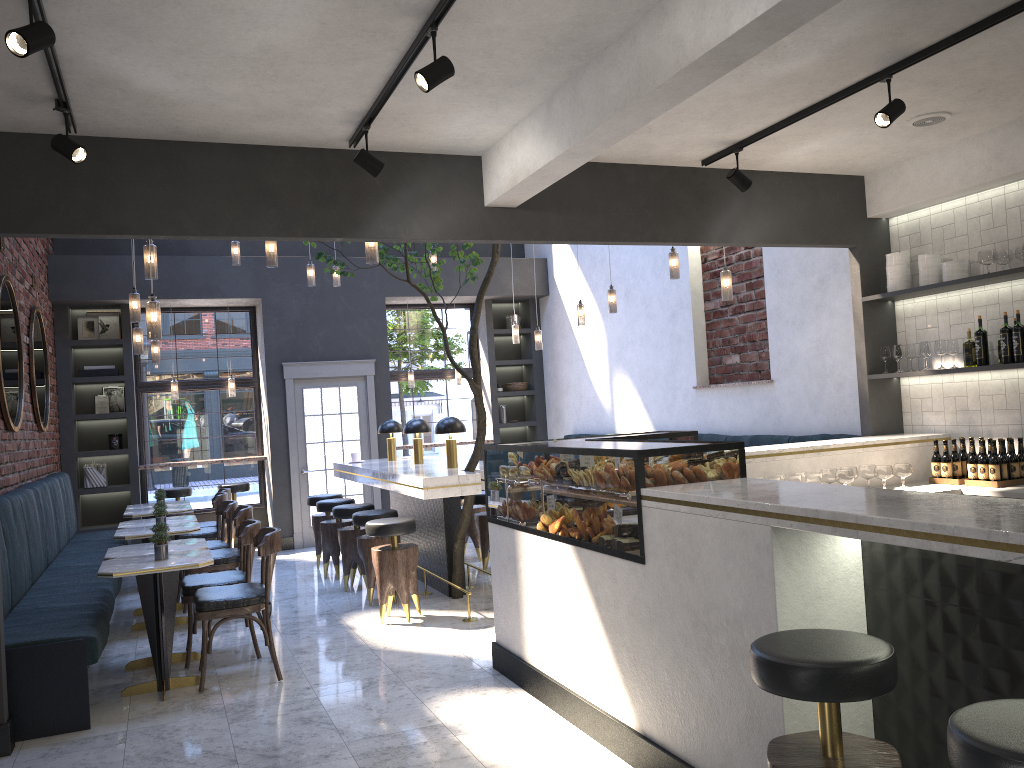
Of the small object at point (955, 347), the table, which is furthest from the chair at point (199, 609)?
the small object at point (955, 347)

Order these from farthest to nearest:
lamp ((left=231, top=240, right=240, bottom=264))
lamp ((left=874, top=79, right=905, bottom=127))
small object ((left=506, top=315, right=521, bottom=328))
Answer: small object ((left=506, top=315, right=521, bottom=328)) → lamp ((left=231, top=240, right=240, bottom=264)) → lamp ((left=874, top=79, right=905, bottom=127))

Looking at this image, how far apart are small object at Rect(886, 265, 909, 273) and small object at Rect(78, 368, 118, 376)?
8.3 meters

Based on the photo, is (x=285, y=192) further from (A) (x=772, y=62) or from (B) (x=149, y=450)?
(B) (x=149, y=450)

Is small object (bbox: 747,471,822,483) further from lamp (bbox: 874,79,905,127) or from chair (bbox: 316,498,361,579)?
chair (bbox: 316,498,361,579)

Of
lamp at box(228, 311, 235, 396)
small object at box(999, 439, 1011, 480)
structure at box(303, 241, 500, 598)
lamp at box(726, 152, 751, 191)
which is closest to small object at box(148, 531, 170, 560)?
structure at box(303, 241, 500, 598)

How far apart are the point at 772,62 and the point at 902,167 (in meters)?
2.43

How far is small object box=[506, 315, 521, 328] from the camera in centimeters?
1223cm

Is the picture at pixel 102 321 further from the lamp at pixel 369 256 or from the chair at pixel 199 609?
the lamp at pixel 369 256

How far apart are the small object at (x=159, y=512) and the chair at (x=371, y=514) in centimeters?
146cm
